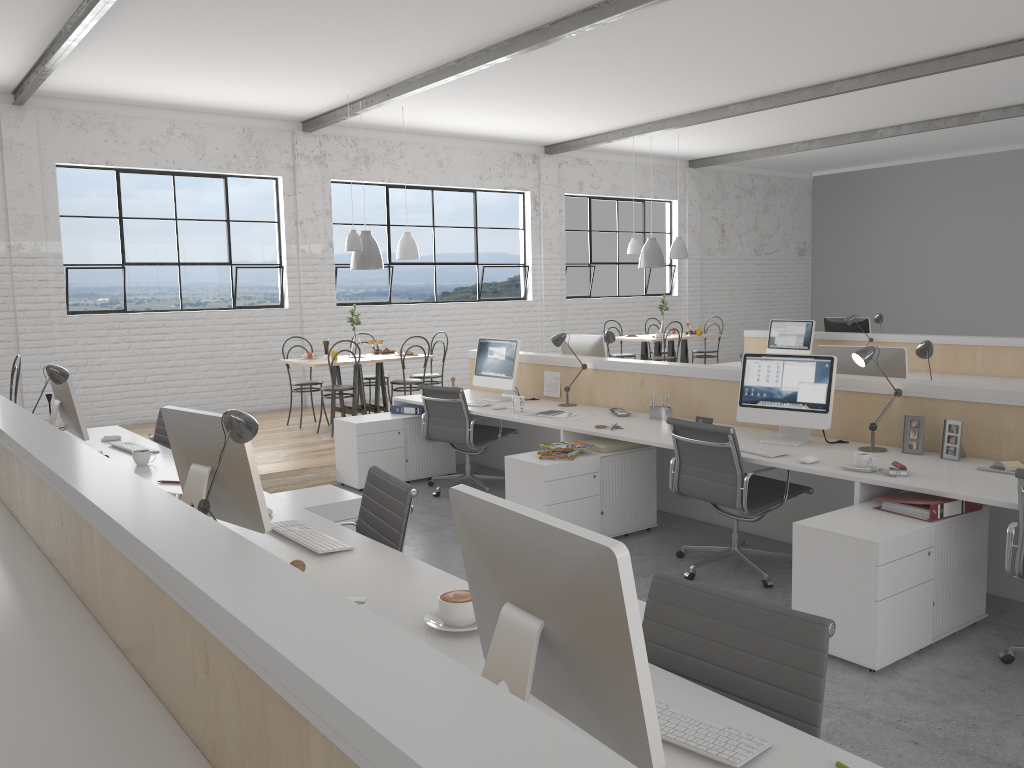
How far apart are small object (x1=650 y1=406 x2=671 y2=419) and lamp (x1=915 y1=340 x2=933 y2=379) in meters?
1.2

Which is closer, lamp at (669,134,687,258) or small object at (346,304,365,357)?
small object at (346,304,365,357)

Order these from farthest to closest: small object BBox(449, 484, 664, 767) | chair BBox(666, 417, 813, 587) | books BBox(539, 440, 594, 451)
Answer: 1. books BBox(539, 440, 594, 451)
2. chair BBox(666, 417, 813, 587)
3. small object BBox(449, 484, 664, 767)

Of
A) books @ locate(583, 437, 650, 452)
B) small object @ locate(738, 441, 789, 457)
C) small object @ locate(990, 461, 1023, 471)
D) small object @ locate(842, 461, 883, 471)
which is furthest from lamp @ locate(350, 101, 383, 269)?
small object @ locate(990, 461, 1023, 471)

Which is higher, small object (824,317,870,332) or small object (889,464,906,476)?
small object (824,317,870,332)

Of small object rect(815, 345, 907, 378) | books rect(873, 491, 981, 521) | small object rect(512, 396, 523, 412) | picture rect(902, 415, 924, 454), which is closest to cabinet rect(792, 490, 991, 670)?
books rect(873, 491, 981, 521)

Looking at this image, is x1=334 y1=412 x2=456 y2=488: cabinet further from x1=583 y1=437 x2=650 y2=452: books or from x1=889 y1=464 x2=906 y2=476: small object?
x1=889 y1=464 x2=906 y2=476: small object

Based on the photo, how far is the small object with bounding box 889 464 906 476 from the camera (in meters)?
2.99

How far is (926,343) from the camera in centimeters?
367cm

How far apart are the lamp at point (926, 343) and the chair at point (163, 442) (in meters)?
3.37
